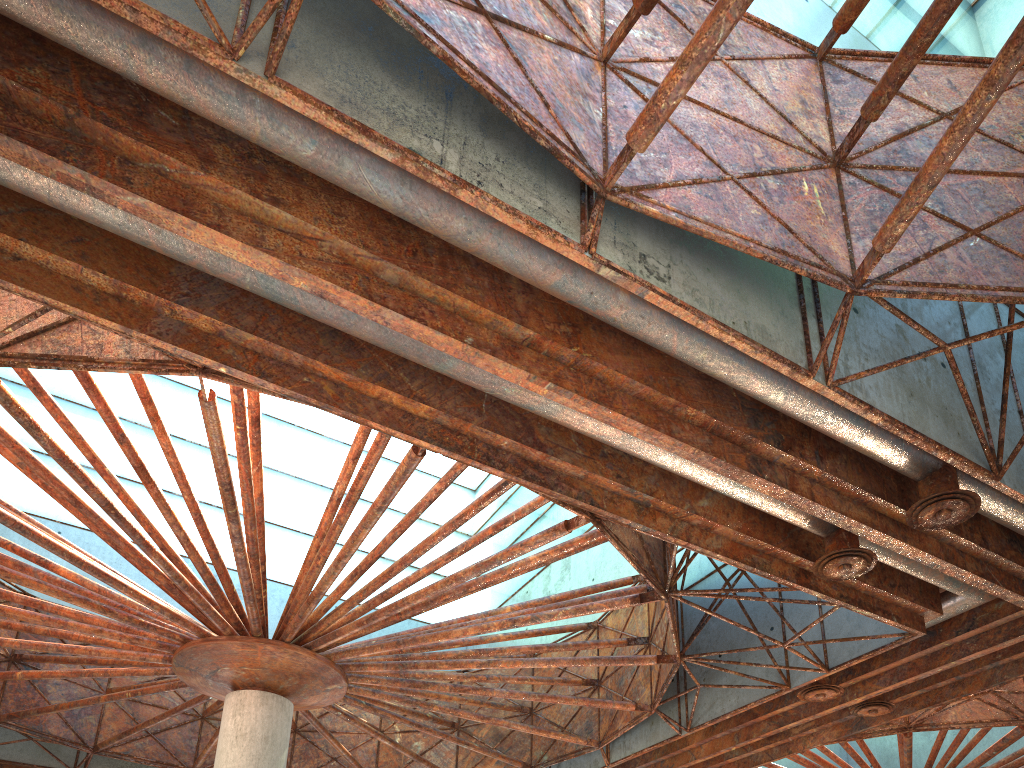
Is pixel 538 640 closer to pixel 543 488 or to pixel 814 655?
pixel 814 655
